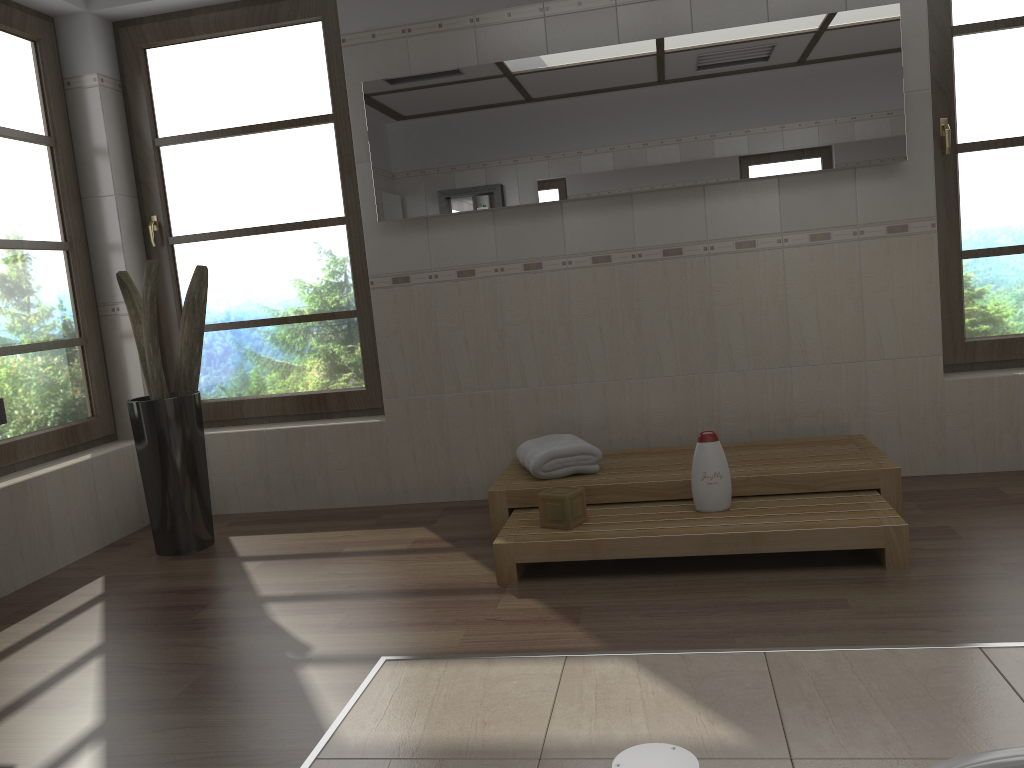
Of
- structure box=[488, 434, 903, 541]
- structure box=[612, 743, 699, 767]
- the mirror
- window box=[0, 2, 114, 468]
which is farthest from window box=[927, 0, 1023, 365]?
window box=[0, 2, 114, 468]

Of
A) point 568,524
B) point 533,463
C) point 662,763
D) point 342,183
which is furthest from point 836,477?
point 342,183

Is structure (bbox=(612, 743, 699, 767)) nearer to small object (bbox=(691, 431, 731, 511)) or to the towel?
small object (bbox=(691, 431, 731, 511))

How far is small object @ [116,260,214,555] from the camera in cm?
356

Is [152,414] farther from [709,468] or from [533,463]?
[709,468]

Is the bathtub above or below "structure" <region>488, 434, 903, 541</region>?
below

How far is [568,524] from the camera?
3.0 meters

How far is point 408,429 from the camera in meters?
4.1 m

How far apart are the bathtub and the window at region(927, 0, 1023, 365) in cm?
247

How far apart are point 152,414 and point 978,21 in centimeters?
373cm
